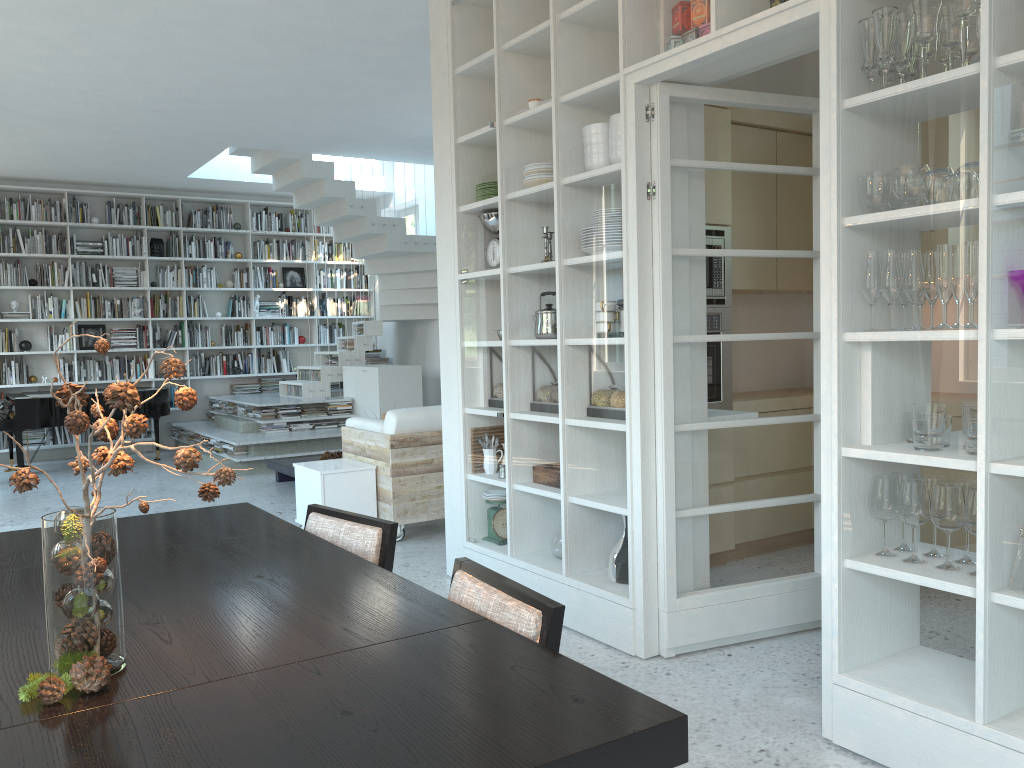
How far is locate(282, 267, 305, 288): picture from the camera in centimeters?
1189cm

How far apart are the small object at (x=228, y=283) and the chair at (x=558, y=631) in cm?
1010

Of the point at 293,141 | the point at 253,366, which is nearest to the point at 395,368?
the point at 293,141

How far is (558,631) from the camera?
1.7 meters

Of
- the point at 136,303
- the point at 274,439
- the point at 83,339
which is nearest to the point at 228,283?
the point at 136,303

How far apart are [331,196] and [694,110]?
6.5 meters

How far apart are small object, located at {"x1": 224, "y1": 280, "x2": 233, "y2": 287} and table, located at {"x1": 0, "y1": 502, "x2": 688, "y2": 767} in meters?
8.9

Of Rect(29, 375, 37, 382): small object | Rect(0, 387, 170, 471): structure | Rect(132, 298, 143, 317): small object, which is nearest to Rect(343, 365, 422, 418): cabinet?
Rect(0, 387, 170, 471): structure

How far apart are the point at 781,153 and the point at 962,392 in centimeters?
159cm

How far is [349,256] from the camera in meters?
12.2
